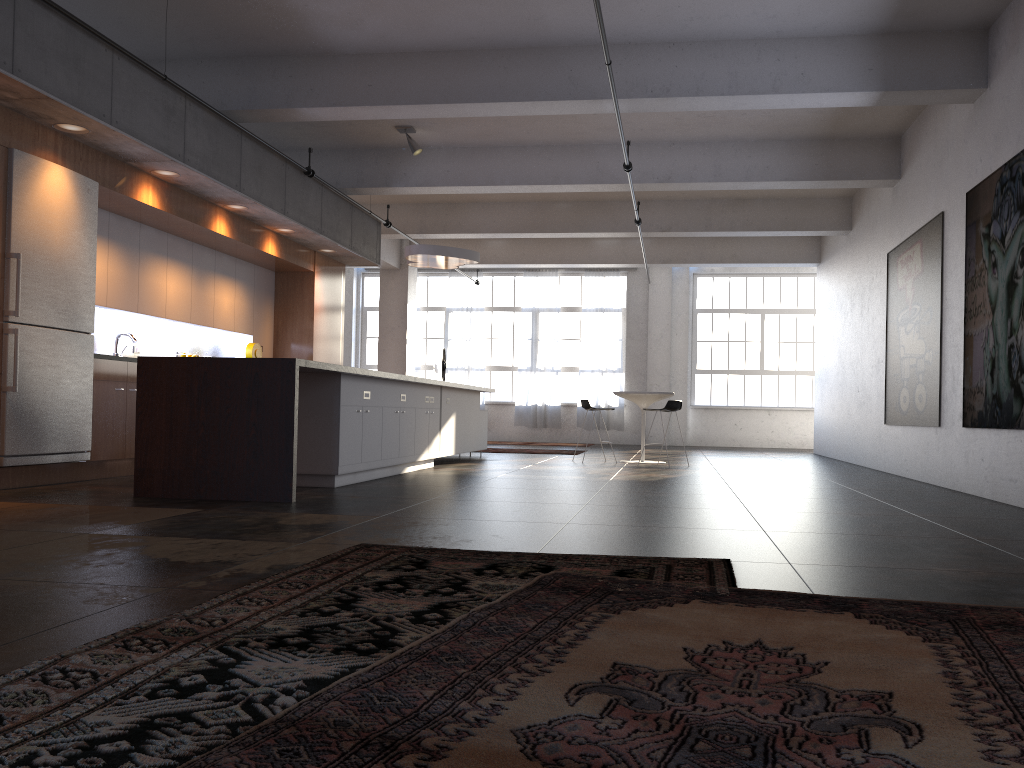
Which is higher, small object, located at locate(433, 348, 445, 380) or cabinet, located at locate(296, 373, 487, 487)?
small object, located at locate(433, 348, 445, 380)

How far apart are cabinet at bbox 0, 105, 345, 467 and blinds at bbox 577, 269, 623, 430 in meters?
7.6 m

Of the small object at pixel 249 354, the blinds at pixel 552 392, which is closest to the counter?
the small object at pixel 249 354

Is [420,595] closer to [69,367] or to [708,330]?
[69,367]

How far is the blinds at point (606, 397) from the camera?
19.1m

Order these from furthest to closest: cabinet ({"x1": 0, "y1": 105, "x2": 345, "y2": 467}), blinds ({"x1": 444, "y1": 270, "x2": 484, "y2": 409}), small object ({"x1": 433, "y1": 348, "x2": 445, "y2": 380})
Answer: blinds ({"x1": 444, "y1": 270, "x2": 484, "y2": 409})
small object ({"x1": 433, "y1": 348, "x2": 445, "y2": 380})
cabinet ({"x1": 0, "y1": 105, "x2": 345, "y2": 467})

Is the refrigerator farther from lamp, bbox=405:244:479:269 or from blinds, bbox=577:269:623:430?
blinds, bbox=577:269:623:430

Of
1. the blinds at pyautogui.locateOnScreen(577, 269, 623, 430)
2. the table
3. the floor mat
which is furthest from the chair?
the floor mat

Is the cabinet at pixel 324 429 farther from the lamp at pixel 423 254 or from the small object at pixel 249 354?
the small object at pixel 249 354

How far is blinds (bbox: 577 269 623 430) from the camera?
19.1m
